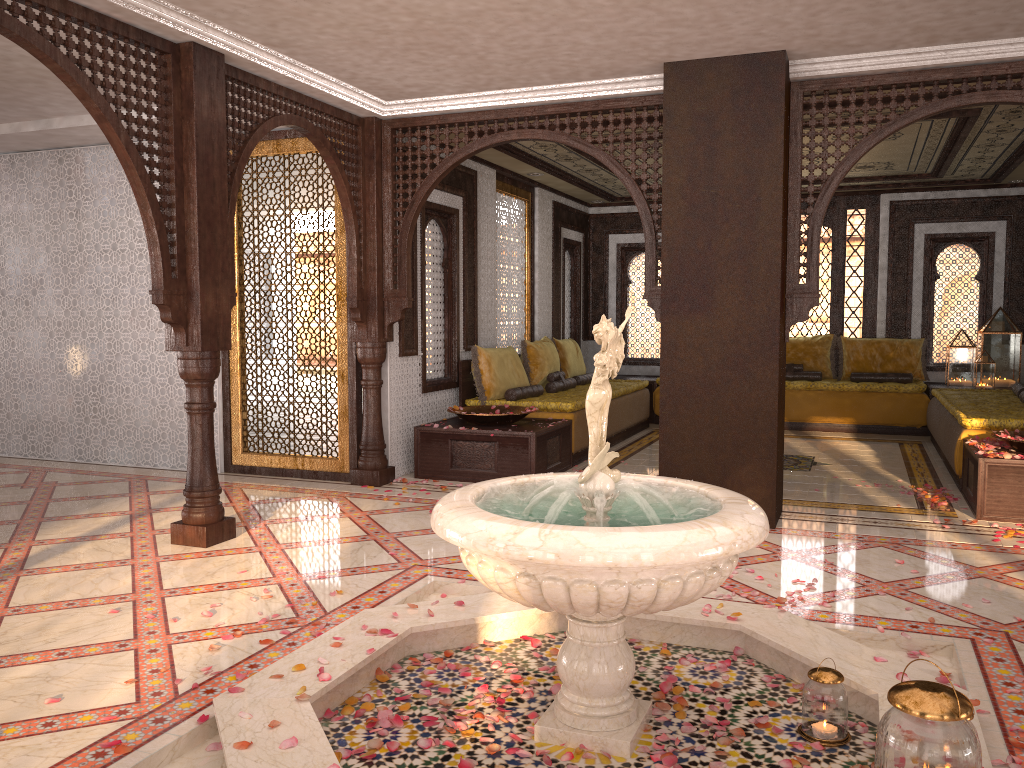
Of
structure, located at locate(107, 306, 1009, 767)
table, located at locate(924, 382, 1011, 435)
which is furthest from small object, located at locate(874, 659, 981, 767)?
table, located at locate(924, 382, 1011, 435)

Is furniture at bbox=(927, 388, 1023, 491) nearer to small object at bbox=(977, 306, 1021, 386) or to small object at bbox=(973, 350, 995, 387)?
small object at bbox=(973, 350, 995, 387)

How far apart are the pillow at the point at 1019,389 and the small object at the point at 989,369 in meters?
1.1 m

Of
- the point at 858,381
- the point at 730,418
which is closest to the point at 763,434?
the point at 730,418

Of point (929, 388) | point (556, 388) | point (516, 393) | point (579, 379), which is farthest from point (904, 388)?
point (516, 393)

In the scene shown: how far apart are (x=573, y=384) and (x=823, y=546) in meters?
4.6 m

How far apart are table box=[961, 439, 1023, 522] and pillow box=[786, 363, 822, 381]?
4.2 meters

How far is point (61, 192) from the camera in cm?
787

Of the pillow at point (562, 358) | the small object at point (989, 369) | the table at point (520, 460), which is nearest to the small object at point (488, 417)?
the table at point (520, 460)

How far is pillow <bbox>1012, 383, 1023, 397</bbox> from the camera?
8.29m
